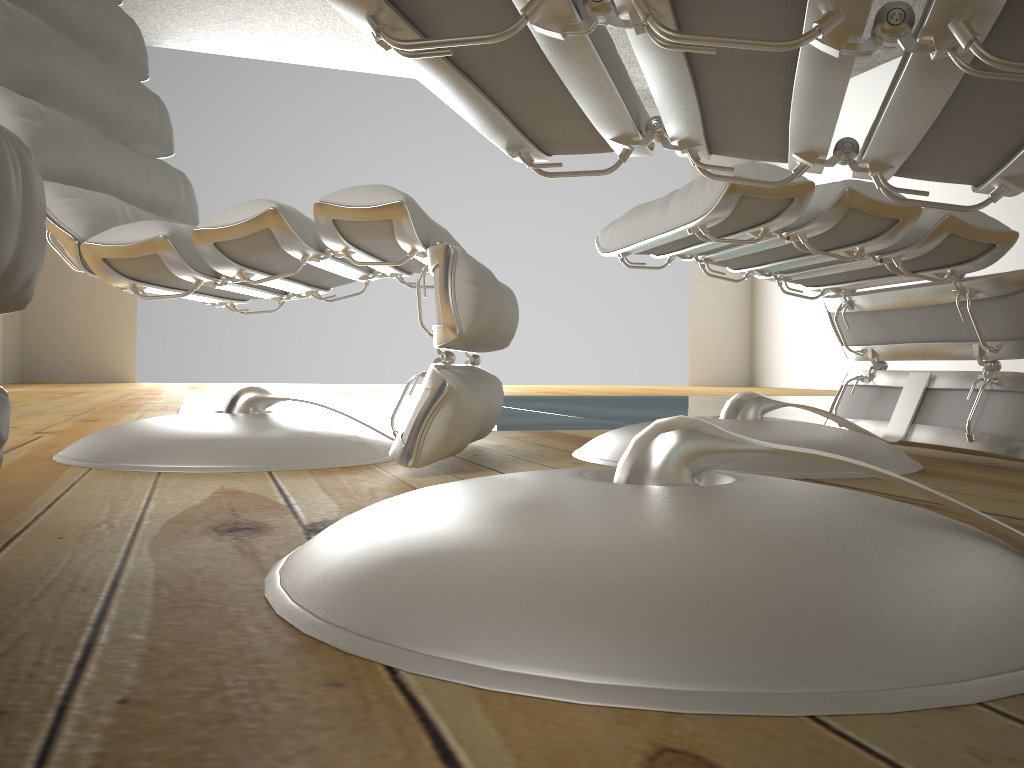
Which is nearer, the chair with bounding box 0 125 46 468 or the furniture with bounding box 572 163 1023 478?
the chair with bounding box 0 125 46 468

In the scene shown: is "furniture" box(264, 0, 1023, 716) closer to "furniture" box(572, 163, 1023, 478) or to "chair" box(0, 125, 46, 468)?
"chair" box(0, 125, 46, 468)

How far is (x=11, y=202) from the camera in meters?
0.5

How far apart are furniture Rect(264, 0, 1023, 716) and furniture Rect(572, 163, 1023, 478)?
0.3 meters

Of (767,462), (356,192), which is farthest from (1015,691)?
(356,192)

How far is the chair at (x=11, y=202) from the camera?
0.5 meters

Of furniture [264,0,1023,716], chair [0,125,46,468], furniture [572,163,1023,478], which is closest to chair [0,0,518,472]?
furniture [572,163,1023,478]

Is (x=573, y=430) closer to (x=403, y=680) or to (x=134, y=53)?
(x=134, y=53)

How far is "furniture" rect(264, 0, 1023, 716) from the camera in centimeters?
40cm

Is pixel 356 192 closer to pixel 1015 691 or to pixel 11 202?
pixel 11 202
